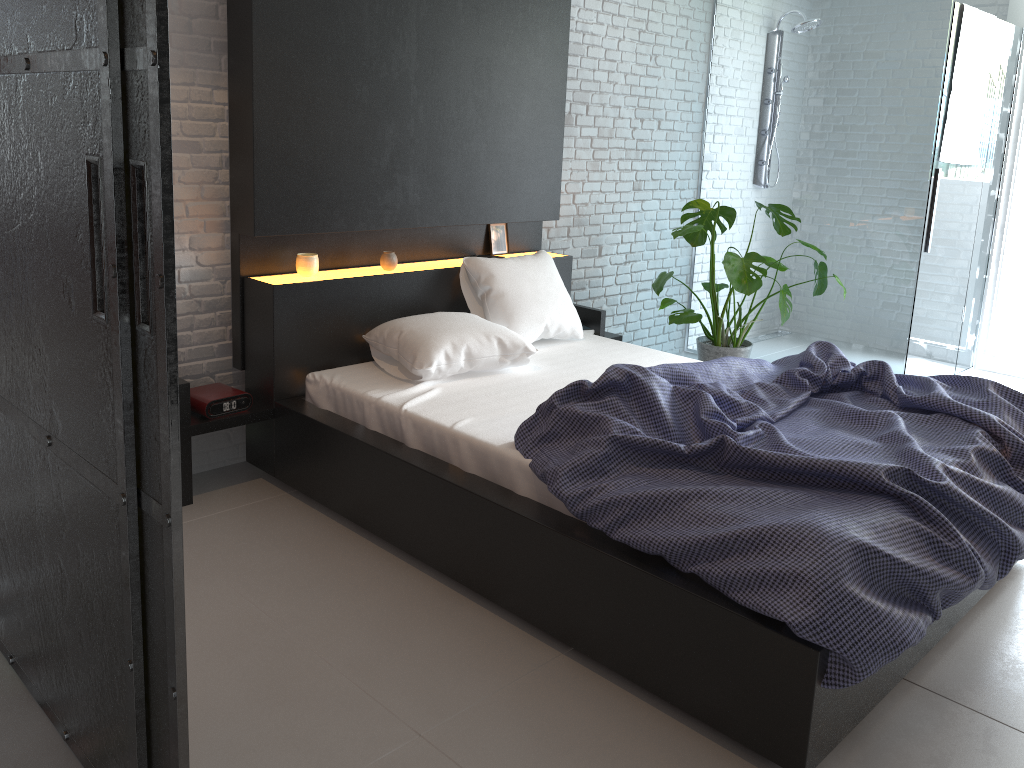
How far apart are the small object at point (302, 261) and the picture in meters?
0.7

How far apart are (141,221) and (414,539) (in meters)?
1.60

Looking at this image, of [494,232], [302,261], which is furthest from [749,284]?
[302,261]

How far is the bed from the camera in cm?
202

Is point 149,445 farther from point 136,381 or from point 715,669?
point 715,669

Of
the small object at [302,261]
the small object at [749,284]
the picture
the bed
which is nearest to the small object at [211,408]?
the bed

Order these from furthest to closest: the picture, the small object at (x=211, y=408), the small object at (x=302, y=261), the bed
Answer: the picture
the small object at (x=302, y=261)
the small object at (x=211, y=408)
the bed

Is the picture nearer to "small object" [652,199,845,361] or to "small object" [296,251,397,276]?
"small object" [296,251,397,276]

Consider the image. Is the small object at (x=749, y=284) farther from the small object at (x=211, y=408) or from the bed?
the small object at (x=211, y=408)

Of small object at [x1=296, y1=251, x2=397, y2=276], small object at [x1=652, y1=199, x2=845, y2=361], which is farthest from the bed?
small object at [x1=652, y1=199, x2=845, y2=361]
